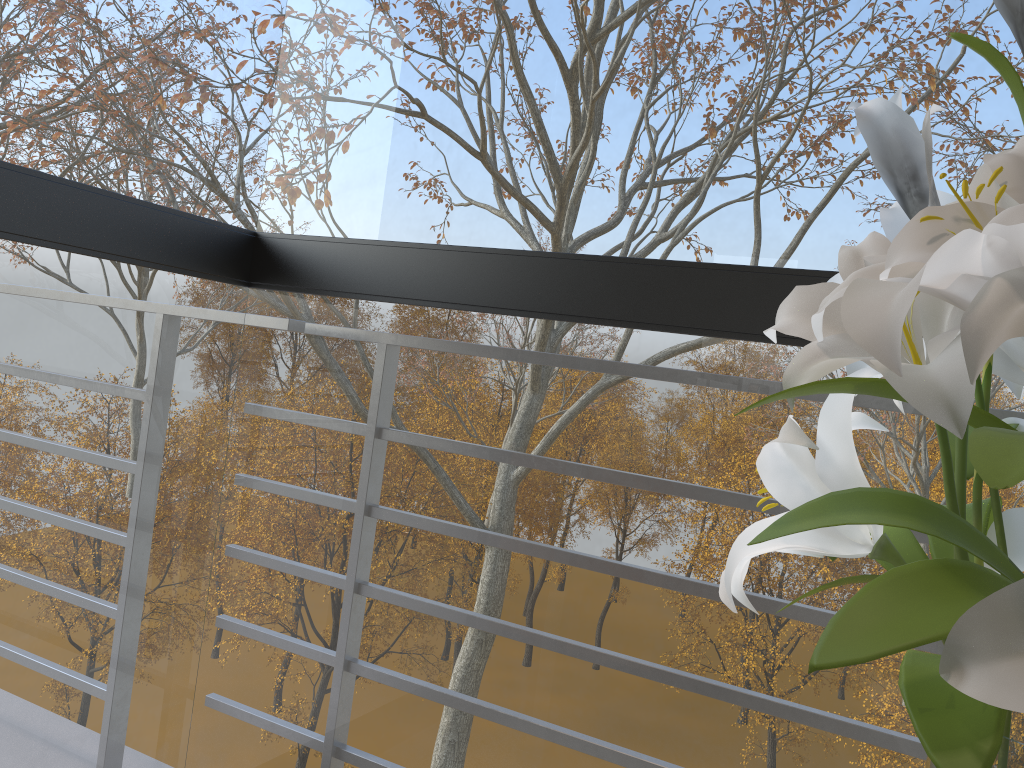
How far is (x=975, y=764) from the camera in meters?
0.4 m

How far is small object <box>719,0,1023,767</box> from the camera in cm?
42

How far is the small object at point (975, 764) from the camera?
0.42m
